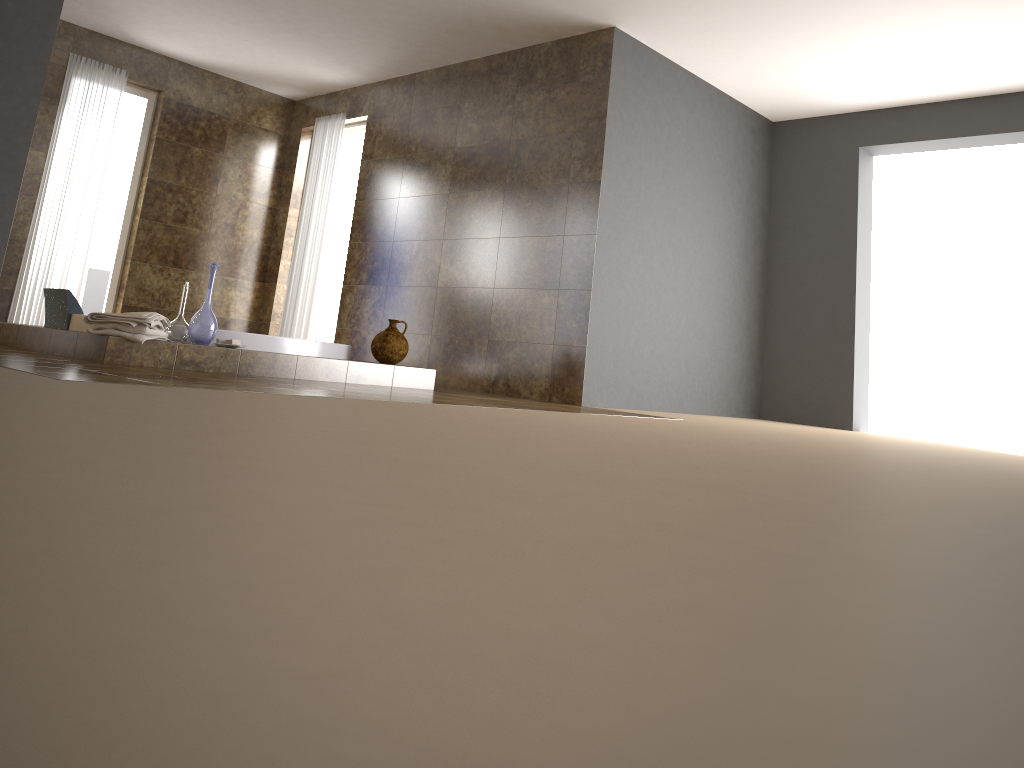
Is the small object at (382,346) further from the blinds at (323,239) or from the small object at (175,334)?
the blinds at (323,239)

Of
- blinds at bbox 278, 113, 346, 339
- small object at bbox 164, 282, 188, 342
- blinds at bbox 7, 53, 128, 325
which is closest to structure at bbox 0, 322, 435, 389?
small object at bbox 164, 282, 188, 342

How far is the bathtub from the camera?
4.56m

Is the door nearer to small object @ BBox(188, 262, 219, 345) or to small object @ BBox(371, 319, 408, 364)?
small object @ BBox(371, 319, 408, 364)

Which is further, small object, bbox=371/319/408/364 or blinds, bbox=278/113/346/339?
blinds, bbox=278/113/346/339

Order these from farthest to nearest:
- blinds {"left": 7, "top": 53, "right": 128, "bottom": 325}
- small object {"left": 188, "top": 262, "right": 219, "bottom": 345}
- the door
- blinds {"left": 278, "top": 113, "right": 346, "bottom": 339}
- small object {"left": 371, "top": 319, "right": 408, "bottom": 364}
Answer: the door
blinds {"left": 278, "top": 113, "right": 346, "bottom": 339}
blinds {"left": 7, "top": 53, "right": 128, "bottom": 325}
small object {"left": 371, "top": 319, "right": 408, "bottom": 364}
small object {"left": 188, "top": 262, "right": 219, "bottom": 345}

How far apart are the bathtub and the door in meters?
2.9

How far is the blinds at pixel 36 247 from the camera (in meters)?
6.55

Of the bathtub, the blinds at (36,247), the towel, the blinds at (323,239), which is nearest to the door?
the blinds at (323,239)

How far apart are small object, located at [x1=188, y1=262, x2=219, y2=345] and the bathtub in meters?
0.2
